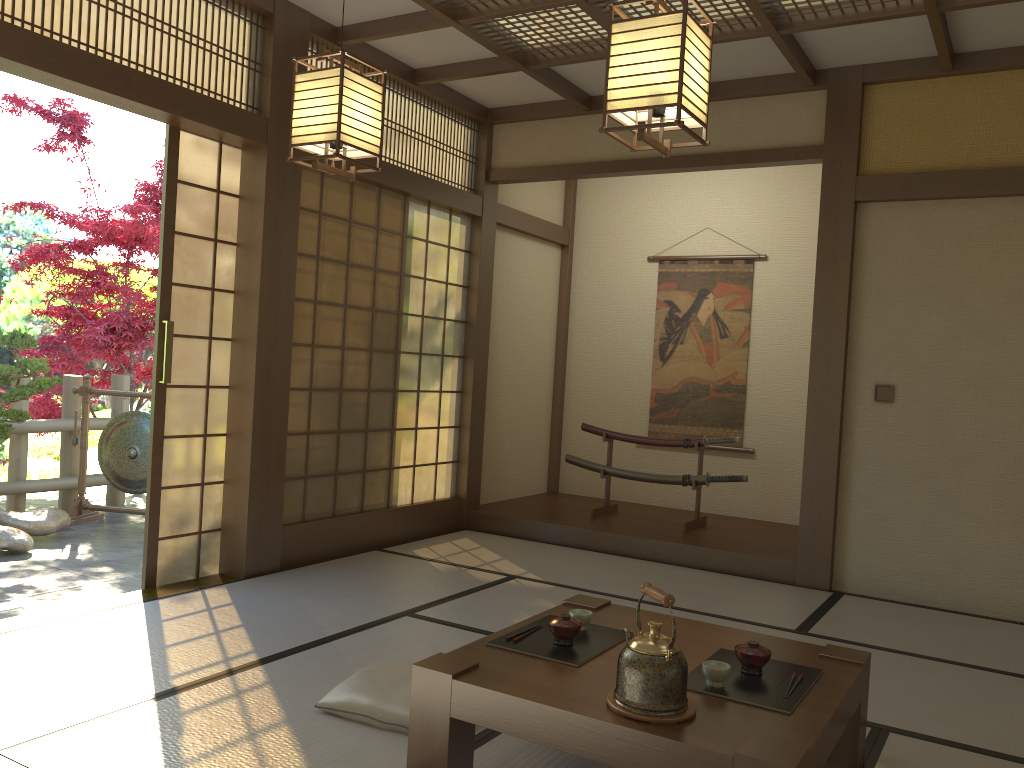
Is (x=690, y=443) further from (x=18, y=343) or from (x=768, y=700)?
(x=18, y=343)

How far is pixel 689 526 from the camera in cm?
603

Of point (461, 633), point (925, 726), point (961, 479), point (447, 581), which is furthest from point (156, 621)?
point (961, 479)

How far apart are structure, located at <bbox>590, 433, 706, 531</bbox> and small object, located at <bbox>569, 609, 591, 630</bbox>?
3.3m

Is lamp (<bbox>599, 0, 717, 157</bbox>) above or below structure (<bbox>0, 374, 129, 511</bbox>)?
above

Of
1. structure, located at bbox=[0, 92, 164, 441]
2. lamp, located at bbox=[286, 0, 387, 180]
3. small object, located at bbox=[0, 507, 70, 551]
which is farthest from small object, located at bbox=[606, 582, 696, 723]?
structure, located at bbox=[0, 92, 164, 441]

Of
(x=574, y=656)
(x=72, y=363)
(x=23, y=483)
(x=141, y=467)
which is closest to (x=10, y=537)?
(x=141, y=467)

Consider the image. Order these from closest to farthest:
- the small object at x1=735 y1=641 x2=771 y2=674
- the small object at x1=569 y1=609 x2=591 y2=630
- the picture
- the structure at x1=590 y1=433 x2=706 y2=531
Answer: the small object at x1=735 y1=641 x2=771 y2=674
the small object at x1=569 y1=609 x2=591 y2=630
the structure at x1=590 y1=433 x2=706 y2=531
the picture

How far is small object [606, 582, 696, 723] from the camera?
2.1 meters

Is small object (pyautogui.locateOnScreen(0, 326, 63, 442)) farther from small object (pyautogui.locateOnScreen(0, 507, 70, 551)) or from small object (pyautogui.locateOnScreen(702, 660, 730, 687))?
small object (pyautogui.locateOnScreen(702, 660, 730, 687))
